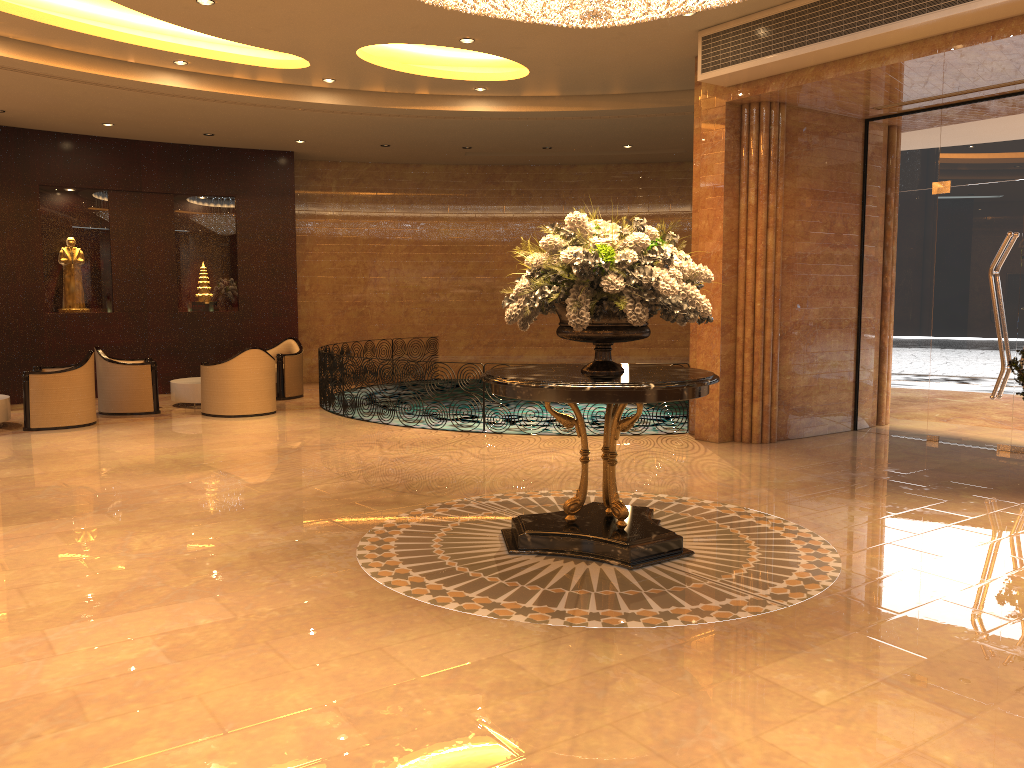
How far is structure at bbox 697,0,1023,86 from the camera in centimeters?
687cm

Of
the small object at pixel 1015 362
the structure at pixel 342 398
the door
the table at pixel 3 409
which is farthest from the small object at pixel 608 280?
the table at pixel 3 409

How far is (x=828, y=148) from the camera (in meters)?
9.64

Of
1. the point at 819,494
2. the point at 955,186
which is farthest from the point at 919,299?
the point at 819,494

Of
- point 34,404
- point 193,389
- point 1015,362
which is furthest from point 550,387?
point 193,389

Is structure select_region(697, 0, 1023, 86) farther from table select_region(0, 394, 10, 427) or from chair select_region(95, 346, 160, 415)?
table select_region(0, 394, 10, 427)

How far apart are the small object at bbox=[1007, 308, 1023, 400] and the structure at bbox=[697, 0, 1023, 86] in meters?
2.7

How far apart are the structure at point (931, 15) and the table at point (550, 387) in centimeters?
366cm

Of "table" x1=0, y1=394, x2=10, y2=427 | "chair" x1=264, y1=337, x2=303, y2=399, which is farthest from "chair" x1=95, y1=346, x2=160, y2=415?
"chair" x1=264, y1=337, x2=303, y2=399

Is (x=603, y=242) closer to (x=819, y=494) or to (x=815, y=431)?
(x=819, y=494)
